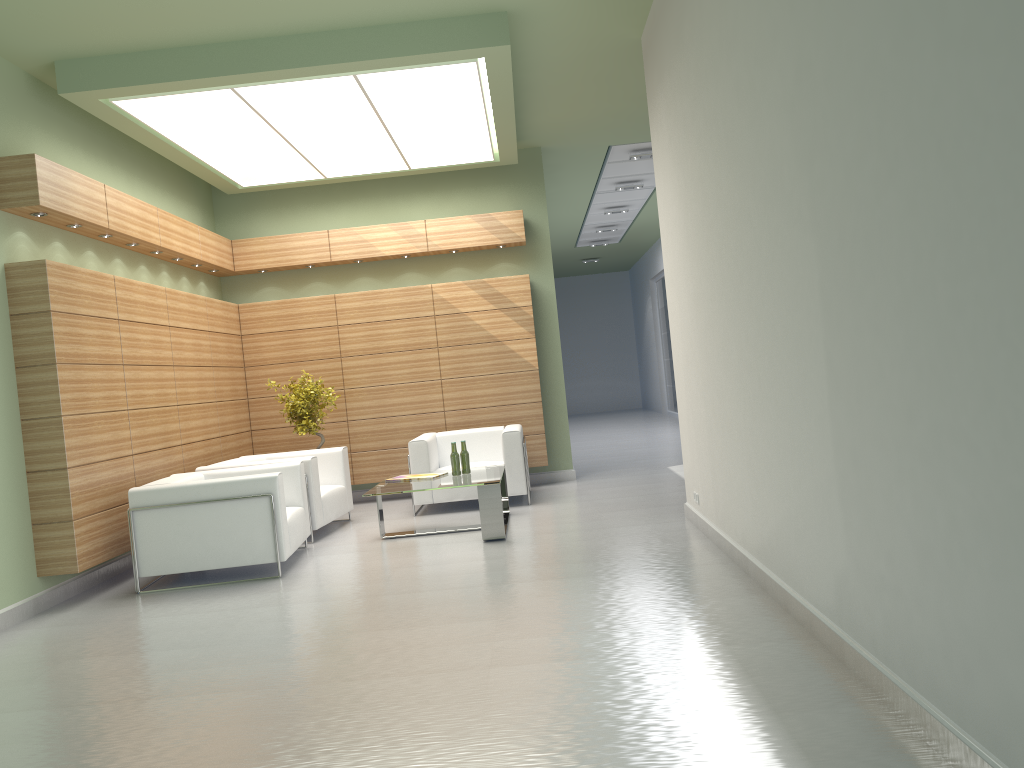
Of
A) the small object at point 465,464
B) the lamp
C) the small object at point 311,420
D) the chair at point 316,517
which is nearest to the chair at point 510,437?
the chair at point 316,517

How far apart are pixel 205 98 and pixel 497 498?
6.31m

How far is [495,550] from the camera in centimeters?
1078cm

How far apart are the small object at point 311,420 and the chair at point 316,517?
0.7 meters

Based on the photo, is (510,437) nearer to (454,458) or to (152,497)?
(454,458)

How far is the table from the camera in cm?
1134

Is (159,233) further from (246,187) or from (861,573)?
(861,573)

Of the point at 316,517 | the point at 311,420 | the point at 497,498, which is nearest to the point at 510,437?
the point at 497,498

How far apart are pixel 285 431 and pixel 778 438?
11.3m

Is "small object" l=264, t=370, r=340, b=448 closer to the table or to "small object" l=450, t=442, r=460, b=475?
the table
